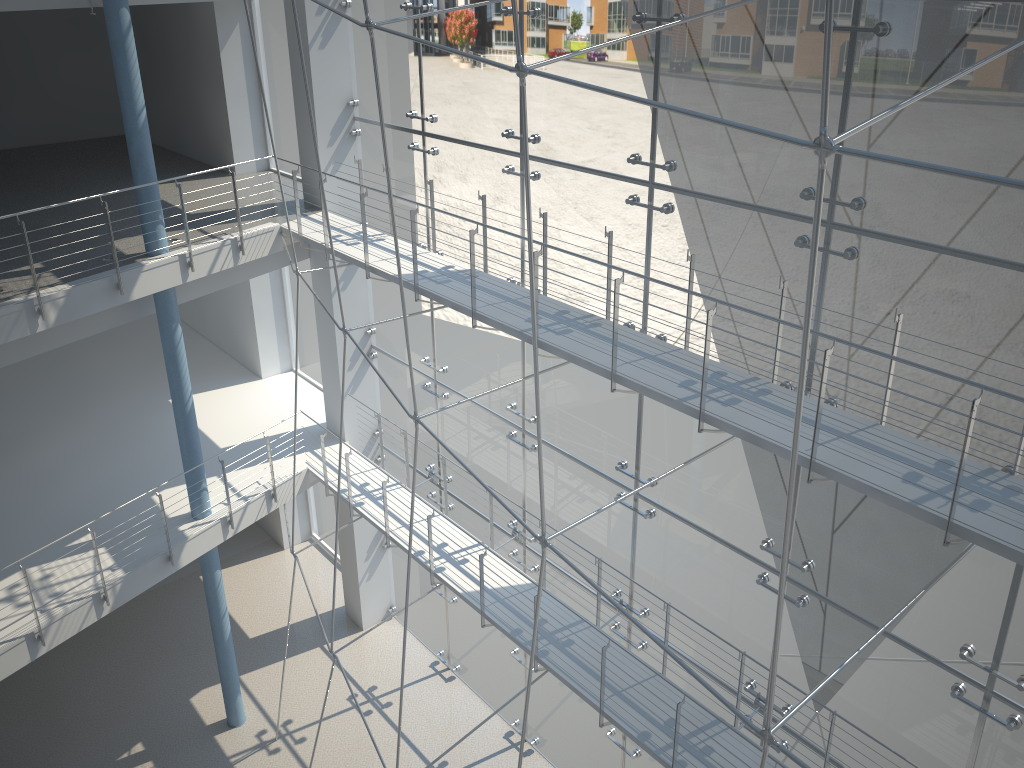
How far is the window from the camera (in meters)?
0.89

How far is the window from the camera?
0.89m

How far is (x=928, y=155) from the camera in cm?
89

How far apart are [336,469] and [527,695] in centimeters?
104cm

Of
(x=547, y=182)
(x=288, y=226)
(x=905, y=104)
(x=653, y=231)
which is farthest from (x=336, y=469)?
(x=905, y=104)
